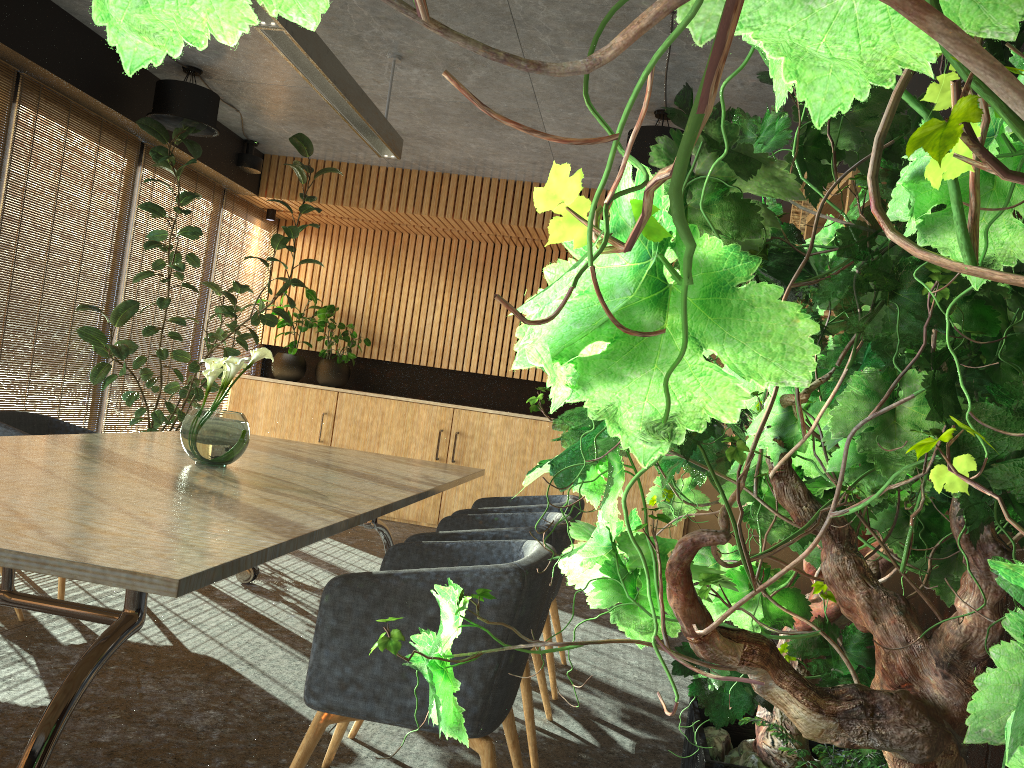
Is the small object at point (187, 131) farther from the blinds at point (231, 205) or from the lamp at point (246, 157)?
the lamp at point (246, 157)

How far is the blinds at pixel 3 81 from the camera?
5.62m

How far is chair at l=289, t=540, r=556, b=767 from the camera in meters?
2.5 m

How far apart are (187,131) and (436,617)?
5.1 meters

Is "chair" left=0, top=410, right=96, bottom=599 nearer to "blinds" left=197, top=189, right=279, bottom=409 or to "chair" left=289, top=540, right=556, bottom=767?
"chair" left=289, top=540, right=556, bottom=767

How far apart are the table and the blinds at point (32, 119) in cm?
186

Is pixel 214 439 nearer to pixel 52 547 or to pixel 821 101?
pixel 52 547

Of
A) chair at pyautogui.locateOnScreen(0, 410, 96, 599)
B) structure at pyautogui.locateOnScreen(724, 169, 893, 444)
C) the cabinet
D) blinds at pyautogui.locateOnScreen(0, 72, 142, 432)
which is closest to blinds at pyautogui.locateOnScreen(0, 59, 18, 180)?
blinds at pyautogui.locateOnScreen(0, 72, 142, 432)

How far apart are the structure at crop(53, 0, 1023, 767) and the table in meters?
1.0 m

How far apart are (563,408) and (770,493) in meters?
8.7
